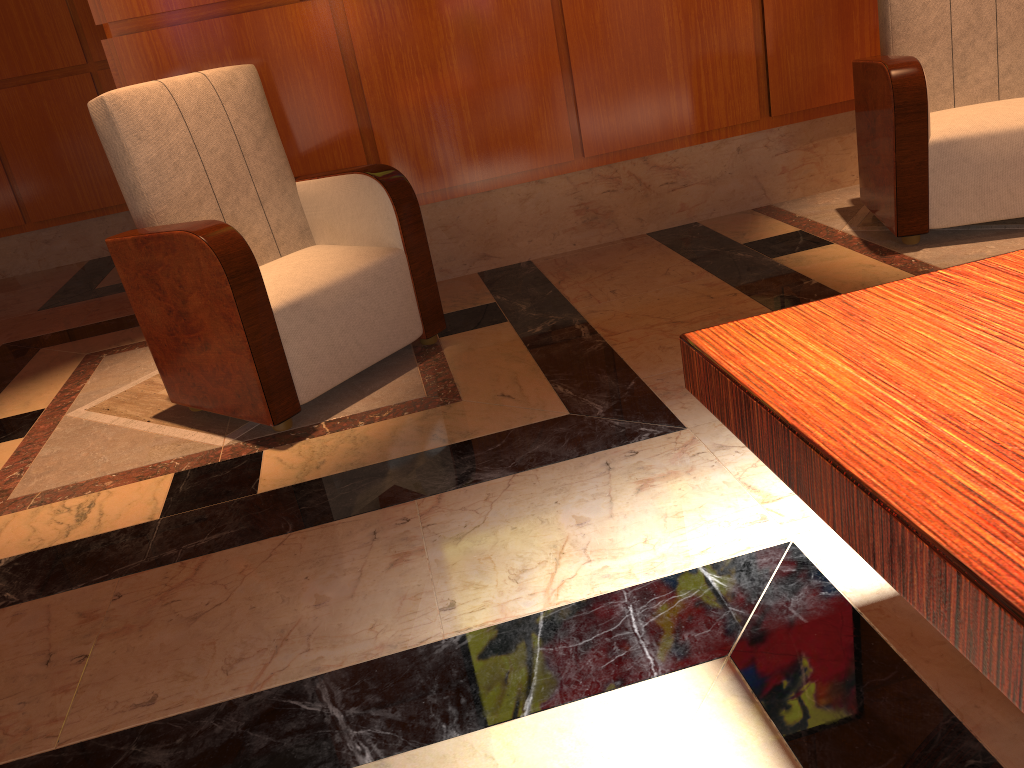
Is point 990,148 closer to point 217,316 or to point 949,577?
point 217,316

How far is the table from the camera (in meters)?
0.71

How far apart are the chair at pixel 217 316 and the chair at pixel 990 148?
1.5m

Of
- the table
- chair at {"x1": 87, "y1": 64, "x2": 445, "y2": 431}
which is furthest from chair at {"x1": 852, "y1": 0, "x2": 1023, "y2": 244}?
the table

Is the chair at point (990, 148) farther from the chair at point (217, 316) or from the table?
the table

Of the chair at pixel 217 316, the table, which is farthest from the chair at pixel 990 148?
the table

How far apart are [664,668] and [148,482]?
1.5 meters

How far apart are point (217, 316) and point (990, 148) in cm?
240

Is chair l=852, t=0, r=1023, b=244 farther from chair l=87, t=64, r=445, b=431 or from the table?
the table

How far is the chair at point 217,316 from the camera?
2.4 meters
